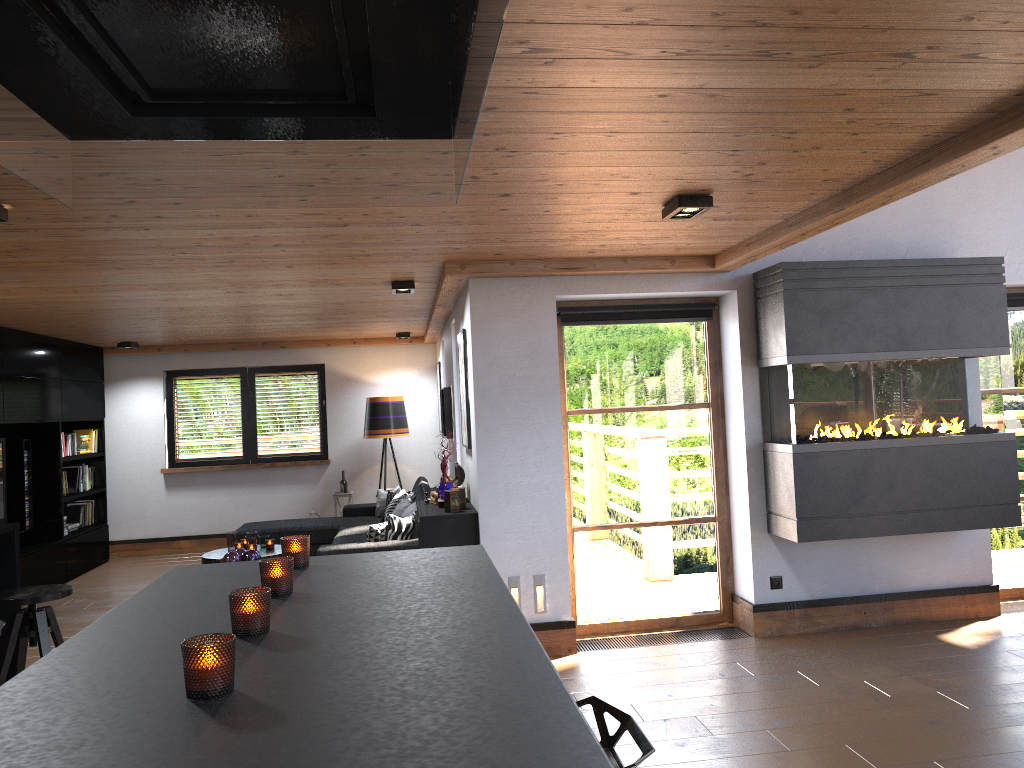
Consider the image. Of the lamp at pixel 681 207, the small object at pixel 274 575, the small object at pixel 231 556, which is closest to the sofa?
the small object at pixel 231 556

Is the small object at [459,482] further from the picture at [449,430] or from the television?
the television

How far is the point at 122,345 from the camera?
9.49m

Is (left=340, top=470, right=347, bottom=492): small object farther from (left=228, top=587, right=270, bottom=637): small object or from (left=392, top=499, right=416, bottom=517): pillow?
(left=228, top=587, right=270, bottom=637): small object

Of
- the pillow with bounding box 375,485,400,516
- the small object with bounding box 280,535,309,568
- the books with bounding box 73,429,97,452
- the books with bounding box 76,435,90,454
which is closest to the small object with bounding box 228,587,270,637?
the small object with bounding box 280,535,309,568

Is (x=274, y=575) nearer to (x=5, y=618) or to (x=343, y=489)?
(x=5, y=618)

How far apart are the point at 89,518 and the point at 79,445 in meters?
0.9 m

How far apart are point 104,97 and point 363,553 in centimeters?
155cm

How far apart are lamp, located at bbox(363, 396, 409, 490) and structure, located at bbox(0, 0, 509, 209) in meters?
8.3

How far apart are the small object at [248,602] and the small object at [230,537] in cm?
619
